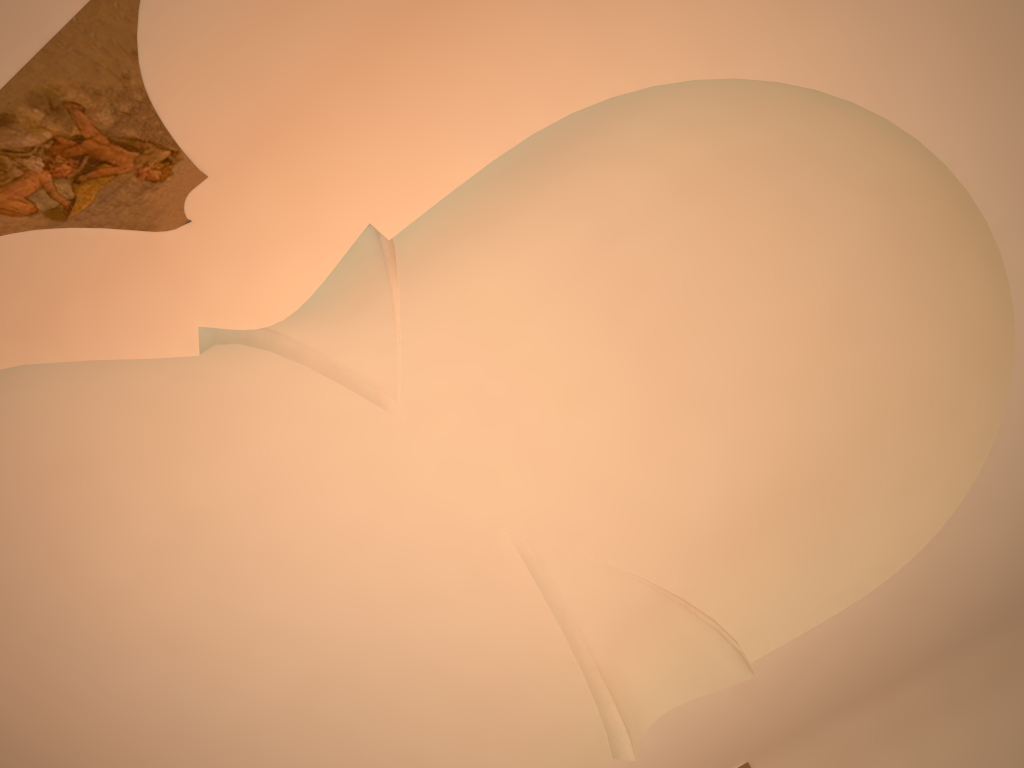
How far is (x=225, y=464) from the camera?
7.9m
